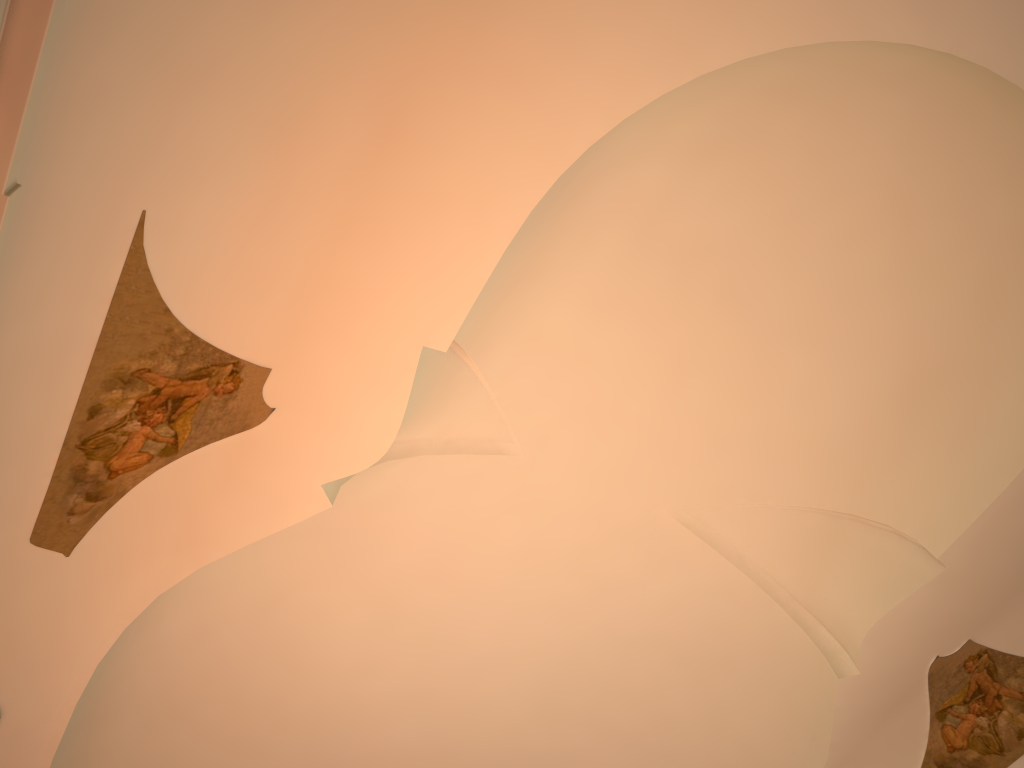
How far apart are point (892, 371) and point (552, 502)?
3.3 meters
